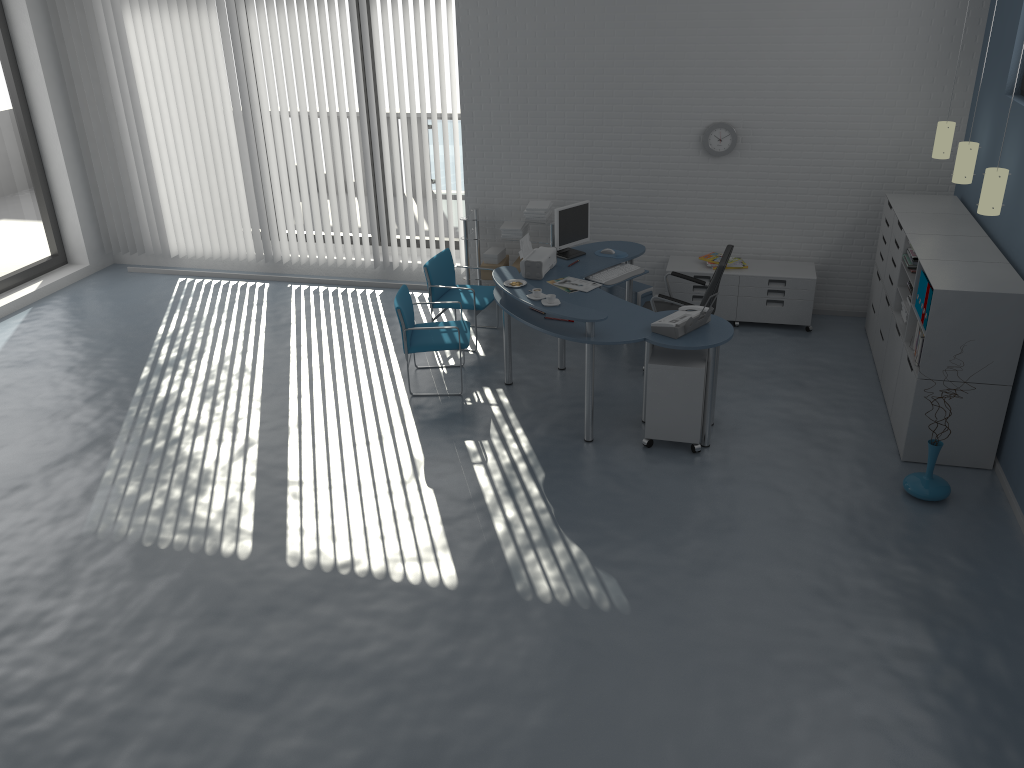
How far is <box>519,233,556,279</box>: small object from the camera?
6.54m

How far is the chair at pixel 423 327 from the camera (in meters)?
6.38

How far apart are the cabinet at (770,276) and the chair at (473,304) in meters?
1.6 m

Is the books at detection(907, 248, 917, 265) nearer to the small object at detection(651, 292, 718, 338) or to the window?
the small object at detection(651, 292, 718, 338)

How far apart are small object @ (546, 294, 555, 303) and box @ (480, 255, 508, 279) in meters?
2.4 m

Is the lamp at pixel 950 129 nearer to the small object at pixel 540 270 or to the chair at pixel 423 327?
the small object at pixel 540 270

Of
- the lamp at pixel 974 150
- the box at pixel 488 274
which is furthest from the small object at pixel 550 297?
the lamp at pixel 974 150

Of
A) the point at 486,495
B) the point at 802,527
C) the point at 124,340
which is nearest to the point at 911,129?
the point at 802,527

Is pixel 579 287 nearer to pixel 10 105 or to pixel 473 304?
pixel 473 304

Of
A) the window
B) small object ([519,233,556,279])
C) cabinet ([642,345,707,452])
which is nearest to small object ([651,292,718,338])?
cabinet ([642,345,707,452])
